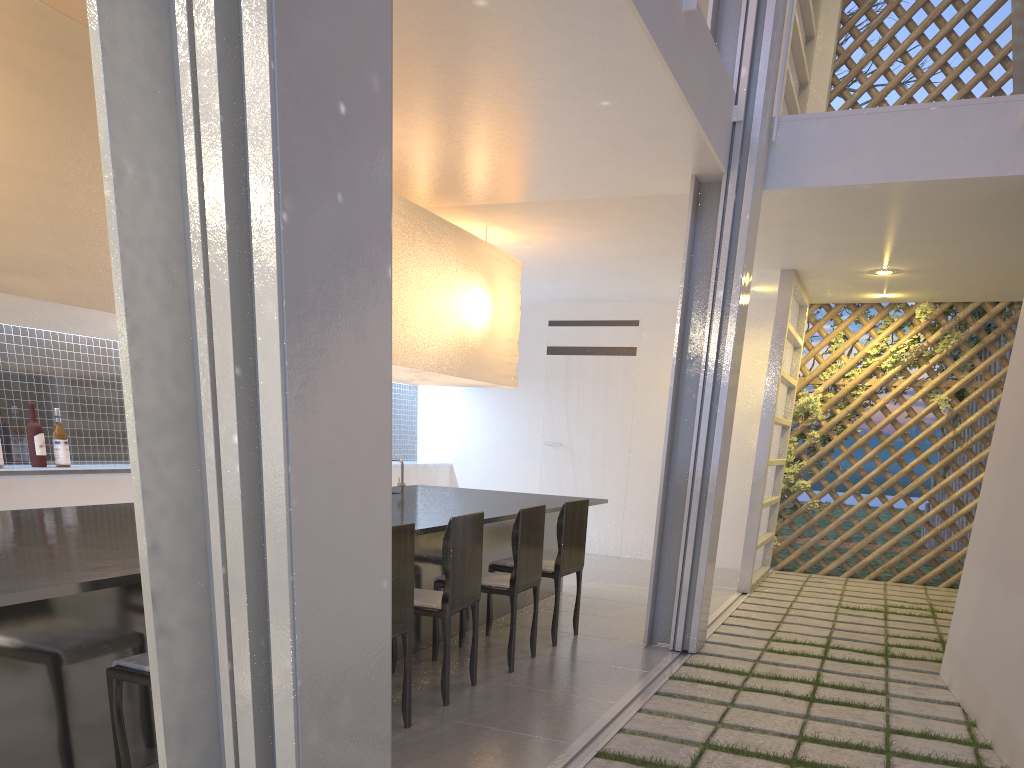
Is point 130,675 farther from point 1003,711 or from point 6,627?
point 1003,711

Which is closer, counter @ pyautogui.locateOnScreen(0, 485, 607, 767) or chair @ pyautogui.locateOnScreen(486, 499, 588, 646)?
counter @ pyautogui.locateOnScreen(0, 485, 607, 767)

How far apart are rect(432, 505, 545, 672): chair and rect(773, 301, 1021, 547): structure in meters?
2.4 m

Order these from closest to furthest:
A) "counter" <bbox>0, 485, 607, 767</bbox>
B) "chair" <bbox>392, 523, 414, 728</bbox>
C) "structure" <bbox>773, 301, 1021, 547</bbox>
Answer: "counter" <bbox>0, 485, 607, 767</bbox>
"chair" <bbox>392, 523, 414, 728</bbox>
"structure" <bbox>773, 301, 1021, 547</bbox>

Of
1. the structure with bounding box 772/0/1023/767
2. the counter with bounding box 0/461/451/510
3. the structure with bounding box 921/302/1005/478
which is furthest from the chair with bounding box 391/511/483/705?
the structure with bounding box 921/302/1005/478

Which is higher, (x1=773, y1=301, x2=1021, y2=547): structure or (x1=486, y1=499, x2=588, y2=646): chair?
(x1=773, y1=301, x2=1021, y2=547): structure

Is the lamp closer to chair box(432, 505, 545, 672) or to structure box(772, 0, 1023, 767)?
chair box(432, 505, 545, 672)

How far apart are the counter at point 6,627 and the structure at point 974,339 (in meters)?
A: 3.27

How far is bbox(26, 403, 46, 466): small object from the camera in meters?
2.6 m

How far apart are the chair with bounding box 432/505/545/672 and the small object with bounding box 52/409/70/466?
1.36m
